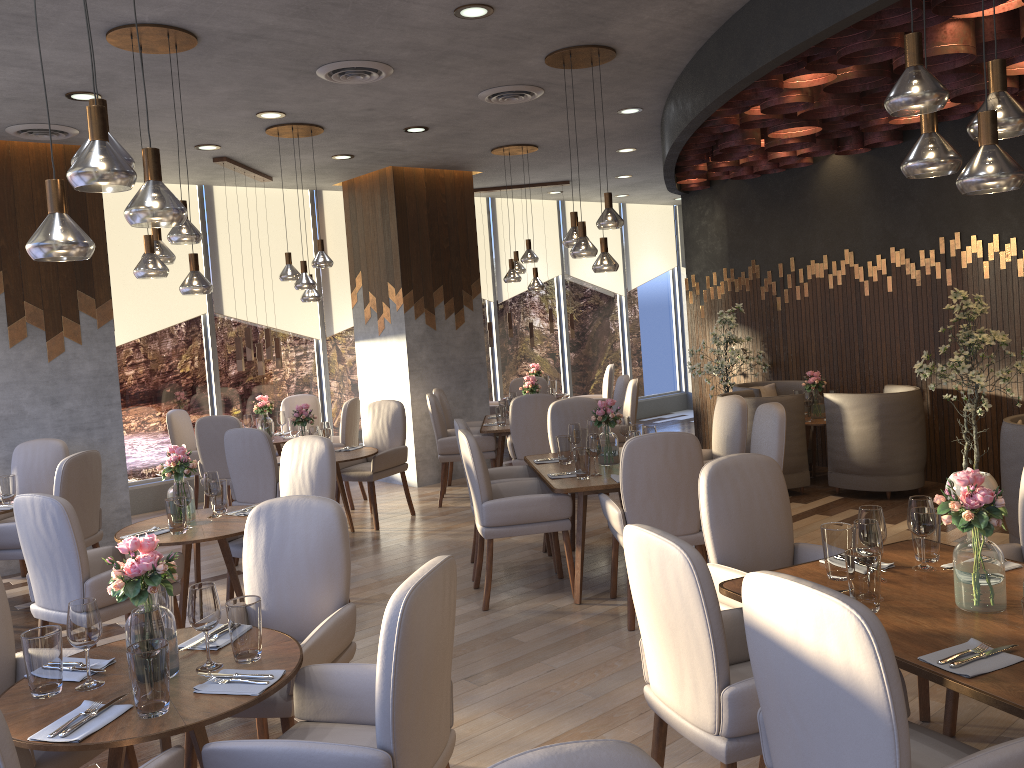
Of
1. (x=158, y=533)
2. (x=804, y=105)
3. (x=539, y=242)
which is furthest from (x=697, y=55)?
(x=539, y=242)

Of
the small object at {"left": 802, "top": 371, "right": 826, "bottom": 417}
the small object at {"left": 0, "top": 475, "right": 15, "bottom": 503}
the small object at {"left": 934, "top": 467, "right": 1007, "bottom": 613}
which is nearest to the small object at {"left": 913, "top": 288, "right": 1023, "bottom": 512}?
the small object at {"left": 802, "top": 371, "right": 826, "bottom": 417}

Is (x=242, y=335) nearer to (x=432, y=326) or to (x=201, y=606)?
(x=432, y=326)

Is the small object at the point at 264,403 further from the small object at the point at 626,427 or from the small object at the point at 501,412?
the small object at the point at 626,427

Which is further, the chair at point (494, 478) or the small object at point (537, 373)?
the small object at point (537, 373)

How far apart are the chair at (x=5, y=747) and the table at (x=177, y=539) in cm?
197

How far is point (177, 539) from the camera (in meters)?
4.35

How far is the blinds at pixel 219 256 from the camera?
9.08m

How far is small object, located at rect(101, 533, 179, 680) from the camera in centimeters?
248cm

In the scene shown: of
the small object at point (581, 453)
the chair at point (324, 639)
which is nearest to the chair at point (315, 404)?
the small object at point (581, 453)
